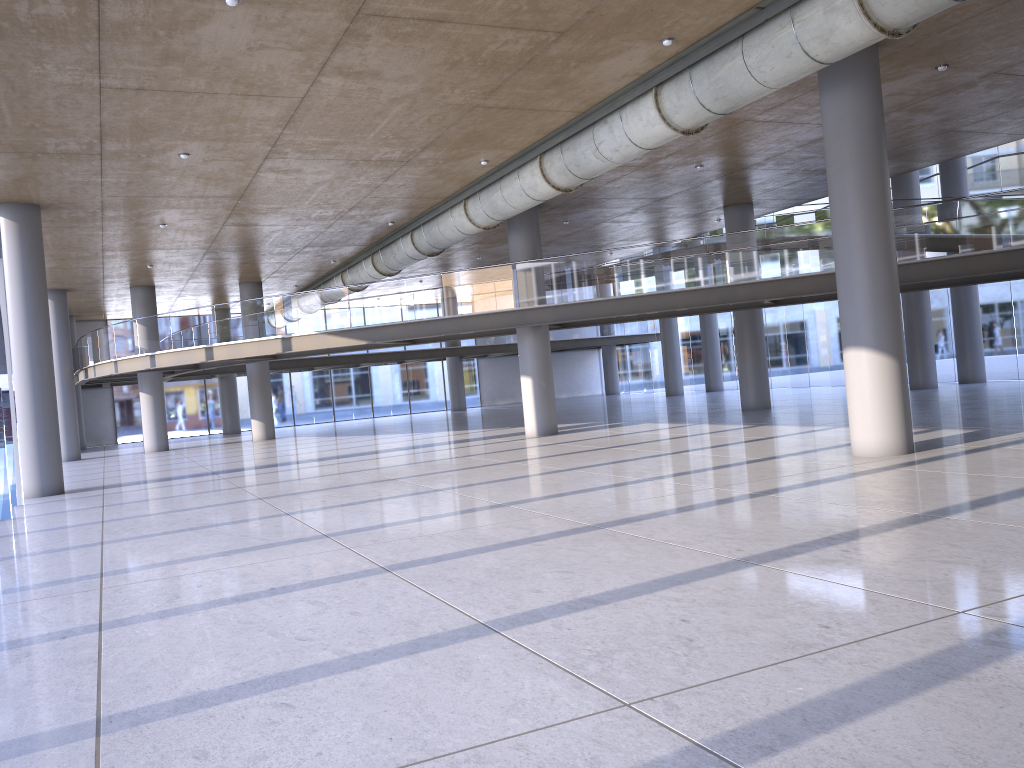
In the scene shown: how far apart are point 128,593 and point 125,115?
7.7m
